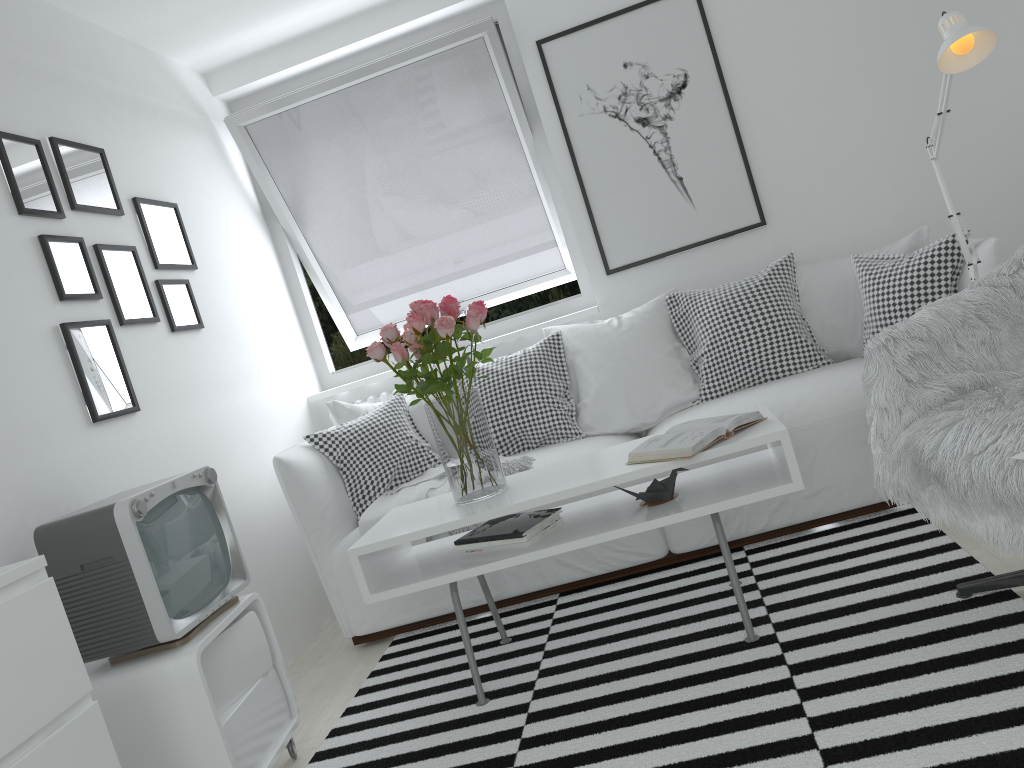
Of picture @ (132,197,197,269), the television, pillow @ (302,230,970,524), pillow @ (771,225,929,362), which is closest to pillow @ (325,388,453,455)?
pillow @ (302,230,970,524)

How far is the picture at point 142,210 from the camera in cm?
321

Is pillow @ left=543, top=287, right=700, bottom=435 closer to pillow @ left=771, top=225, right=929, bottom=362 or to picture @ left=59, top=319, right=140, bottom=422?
pillow @ left=771, top=225, right=929, bottom=362

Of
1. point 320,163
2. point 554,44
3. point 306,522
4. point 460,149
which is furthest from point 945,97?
point 320,163

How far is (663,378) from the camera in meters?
3.4 m

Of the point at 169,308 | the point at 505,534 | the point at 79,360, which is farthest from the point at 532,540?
the point at 169,308

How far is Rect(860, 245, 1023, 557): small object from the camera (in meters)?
1.82

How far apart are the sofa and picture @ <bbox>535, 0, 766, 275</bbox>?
0.9m

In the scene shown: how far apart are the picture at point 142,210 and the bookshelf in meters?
1.8

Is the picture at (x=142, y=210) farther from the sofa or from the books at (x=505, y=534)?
the books at (x=505, y=534)
